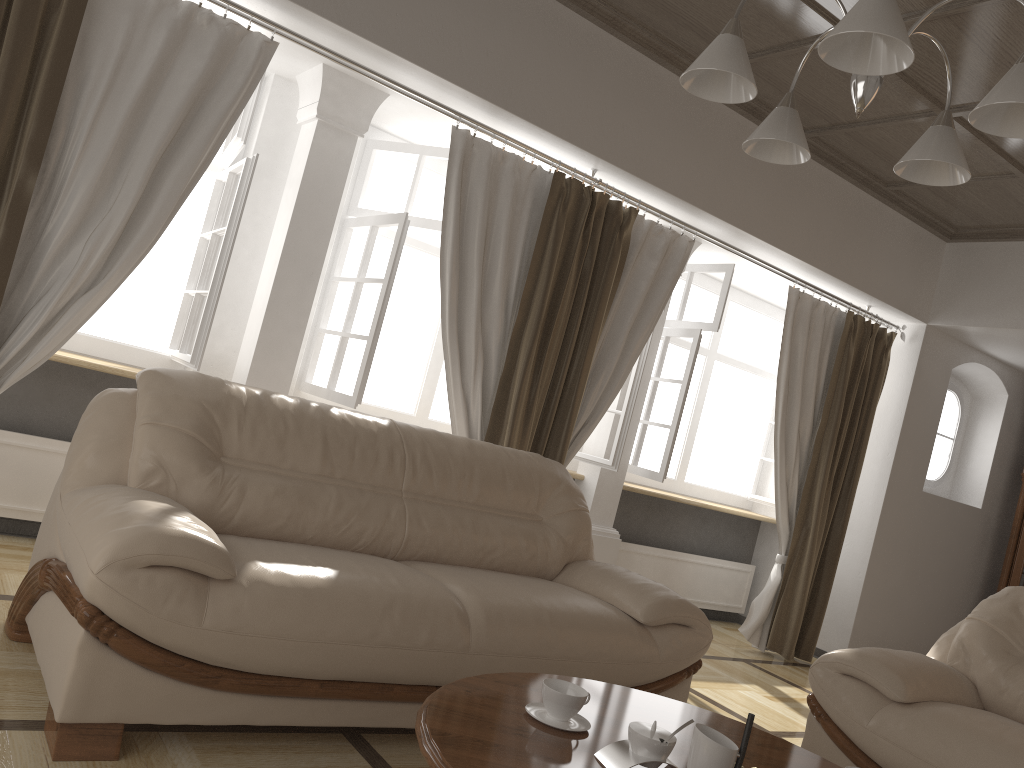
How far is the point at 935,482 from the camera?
6.5 meters

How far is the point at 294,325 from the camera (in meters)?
3.99

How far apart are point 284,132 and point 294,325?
1.0m

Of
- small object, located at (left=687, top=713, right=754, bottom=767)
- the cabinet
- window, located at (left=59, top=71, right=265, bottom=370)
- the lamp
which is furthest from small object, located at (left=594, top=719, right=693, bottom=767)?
the cabinet

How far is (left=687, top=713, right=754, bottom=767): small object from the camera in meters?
1.6 m

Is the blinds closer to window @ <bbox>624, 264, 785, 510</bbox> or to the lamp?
window @ <bbox>624, 264, 785, 510</bbox>

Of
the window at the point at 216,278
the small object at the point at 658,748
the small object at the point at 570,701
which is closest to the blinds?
the window at the point at 216,278

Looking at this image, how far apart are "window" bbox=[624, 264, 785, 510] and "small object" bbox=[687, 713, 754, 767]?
3.5 meters

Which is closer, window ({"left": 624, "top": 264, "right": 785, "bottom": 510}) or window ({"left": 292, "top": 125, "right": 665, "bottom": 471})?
window ({"left": 292, "top": 125, "right": 665, "bottom": 471})

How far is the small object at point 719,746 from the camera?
1.6m
